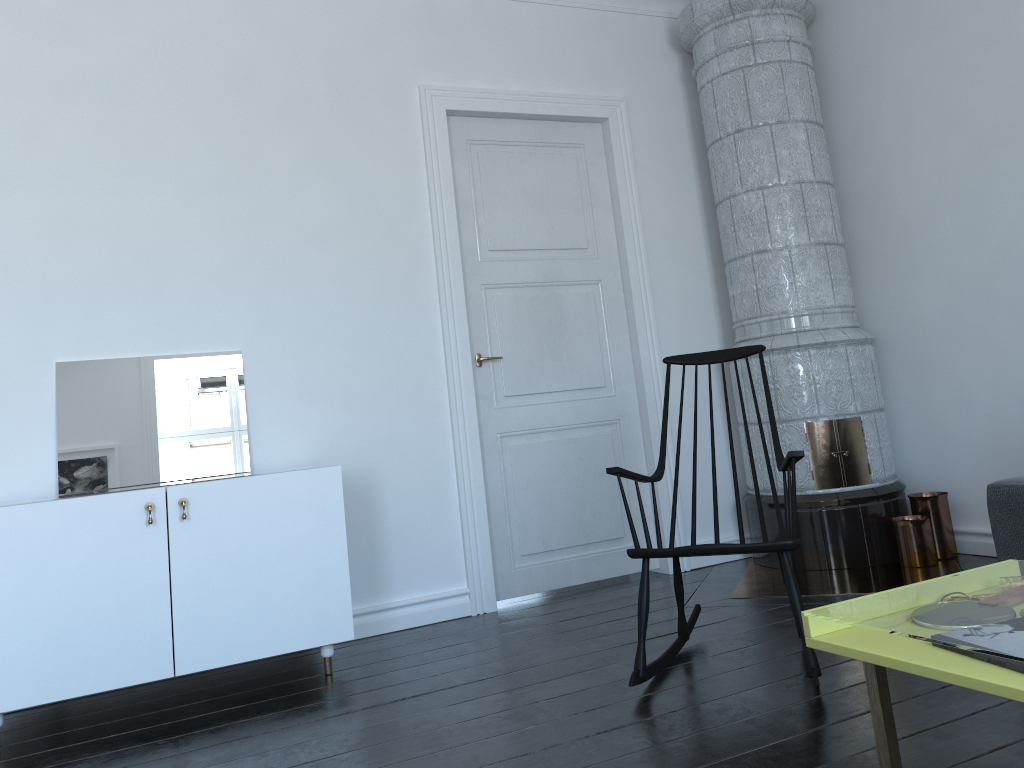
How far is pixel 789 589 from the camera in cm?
260

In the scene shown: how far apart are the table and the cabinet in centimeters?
196cm

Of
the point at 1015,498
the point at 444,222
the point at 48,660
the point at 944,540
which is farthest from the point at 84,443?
the point at 944,540

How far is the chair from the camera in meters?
2.6

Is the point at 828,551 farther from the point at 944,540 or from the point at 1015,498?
the point at 1015,498

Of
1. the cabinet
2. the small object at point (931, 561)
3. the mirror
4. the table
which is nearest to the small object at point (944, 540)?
the small object at point (931, 561)

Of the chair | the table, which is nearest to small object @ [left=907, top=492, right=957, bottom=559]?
the table

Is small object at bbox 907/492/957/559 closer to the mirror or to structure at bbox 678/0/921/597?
structure at bbox 678/0/921/597

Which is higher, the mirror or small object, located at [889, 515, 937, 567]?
the mirror

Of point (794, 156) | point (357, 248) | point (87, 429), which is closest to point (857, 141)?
point (794, 156)
